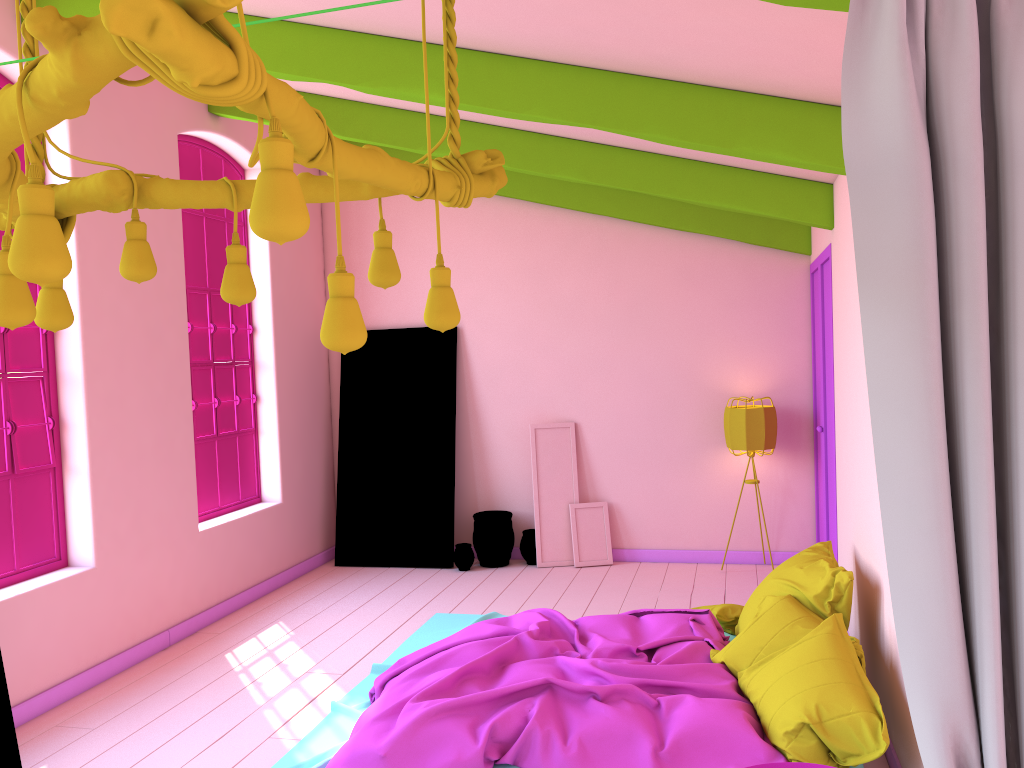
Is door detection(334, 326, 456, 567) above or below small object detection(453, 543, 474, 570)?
above

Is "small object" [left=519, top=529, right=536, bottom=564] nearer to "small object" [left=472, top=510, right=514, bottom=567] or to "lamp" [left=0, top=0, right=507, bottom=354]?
"small object" [left=472, top=510, right=514, bottom=567]

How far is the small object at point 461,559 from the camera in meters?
7.9

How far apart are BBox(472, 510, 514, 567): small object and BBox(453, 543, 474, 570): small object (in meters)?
0.11

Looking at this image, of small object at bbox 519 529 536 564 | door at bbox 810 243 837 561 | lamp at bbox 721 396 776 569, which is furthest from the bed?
lamp at bbox 721 396 776 569

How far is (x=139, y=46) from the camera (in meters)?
1.35

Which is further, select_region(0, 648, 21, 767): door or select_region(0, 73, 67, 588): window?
select_region(0, 73, 67, 588): window

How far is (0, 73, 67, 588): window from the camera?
5.09m

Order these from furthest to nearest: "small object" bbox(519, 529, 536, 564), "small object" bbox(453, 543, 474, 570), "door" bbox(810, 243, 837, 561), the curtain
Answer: "small object" bbox(519, 529, 536, 564) → "small object" bbox(453, 543, 474, 570) → "door" bbox(810, 243, 837, 561) → the curtain

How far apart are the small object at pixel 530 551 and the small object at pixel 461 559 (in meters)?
0.48
